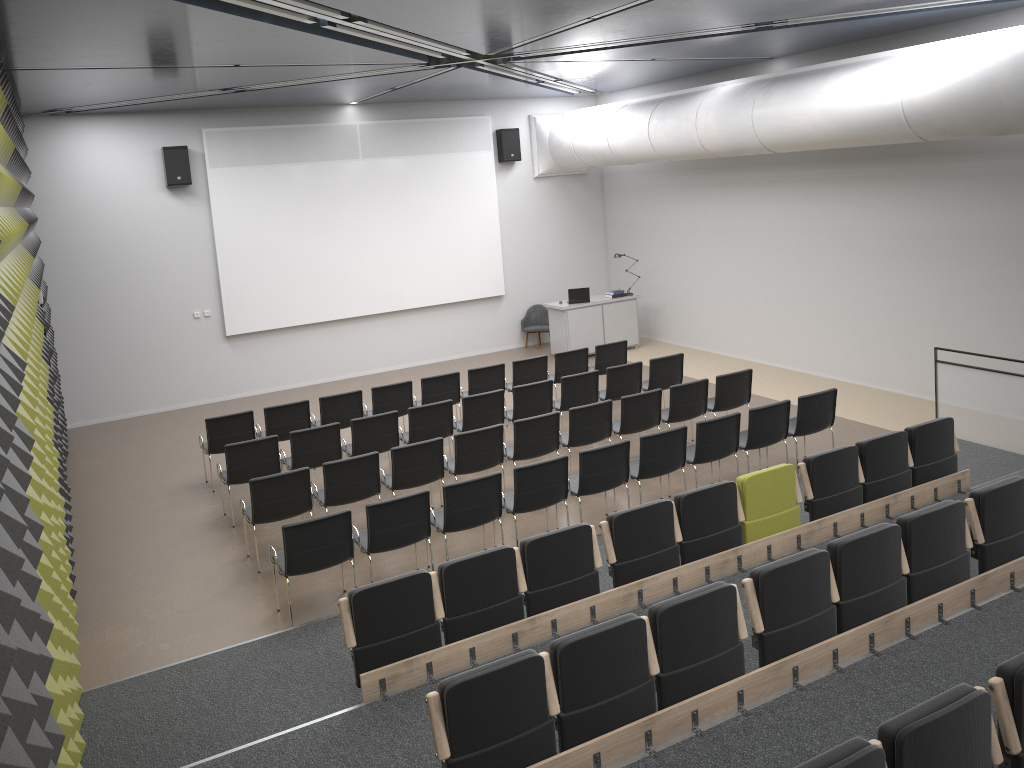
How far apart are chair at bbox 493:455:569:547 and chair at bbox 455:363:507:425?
3.6 meters

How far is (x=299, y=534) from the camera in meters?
7.0

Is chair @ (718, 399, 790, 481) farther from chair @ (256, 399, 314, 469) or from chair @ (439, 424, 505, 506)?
chair @ (256, 399, 314, 469)

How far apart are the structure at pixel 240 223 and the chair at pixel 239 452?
5.62m

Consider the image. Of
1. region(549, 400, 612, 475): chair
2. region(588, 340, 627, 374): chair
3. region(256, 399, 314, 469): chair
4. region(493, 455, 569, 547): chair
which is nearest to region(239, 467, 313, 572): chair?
region(493, 455, 569, 547): chair

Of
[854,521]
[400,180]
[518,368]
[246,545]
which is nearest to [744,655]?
[854,521]

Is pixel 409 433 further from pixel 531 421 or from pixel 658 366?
pixel 658 366

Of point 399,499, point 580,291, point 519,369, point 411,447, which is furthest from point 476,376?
point 399,499

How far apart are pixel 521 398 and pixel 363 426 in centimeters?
200cm

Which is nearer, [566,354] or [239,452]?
[239,452]
